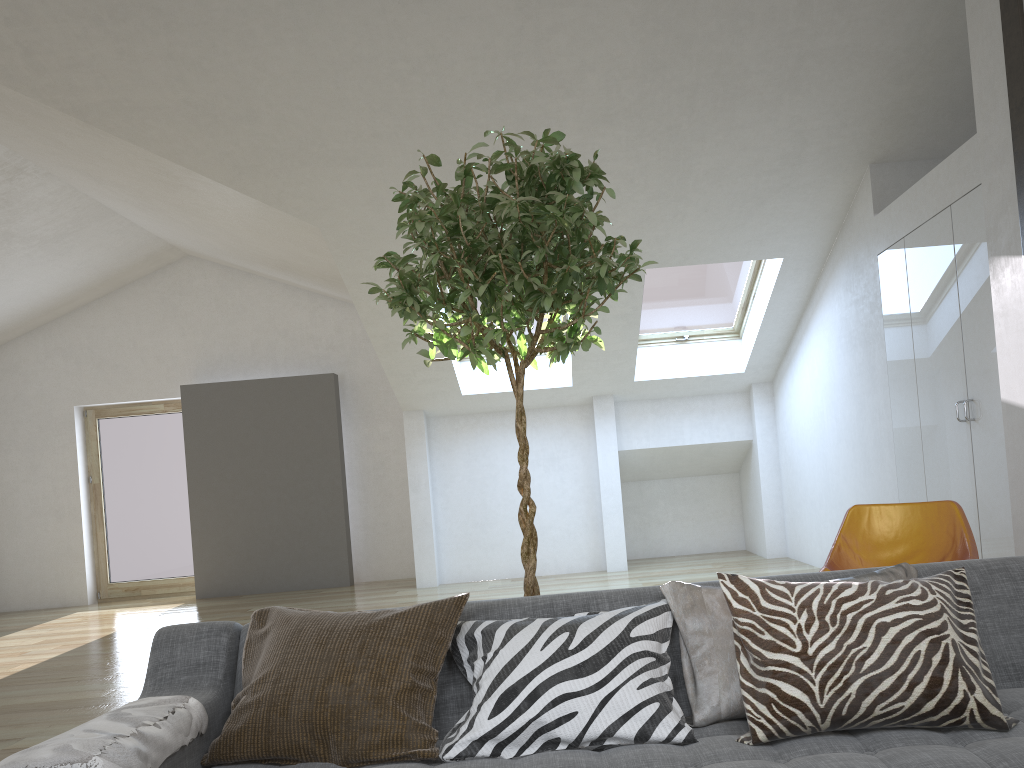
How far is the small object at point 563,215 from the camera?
2.4m

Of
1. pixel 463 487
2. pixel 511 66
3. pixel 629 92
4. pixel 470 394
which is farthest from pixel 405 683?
pixel 463 487

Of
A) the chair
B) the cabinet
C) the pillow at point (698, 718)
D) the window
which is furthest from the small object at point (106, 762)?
the window

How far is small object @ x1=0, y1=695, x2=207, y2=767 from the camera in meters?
1.6

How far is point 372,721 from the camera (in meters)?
1.91

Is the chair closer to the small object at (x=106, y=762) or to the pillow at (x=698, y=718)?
the pillow at (x=698, y=718)

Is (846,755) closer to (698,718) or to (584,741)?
(698,718)

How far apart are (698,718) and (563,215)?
1.33m

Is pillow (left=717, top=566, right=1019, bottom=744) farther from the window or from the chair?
the window

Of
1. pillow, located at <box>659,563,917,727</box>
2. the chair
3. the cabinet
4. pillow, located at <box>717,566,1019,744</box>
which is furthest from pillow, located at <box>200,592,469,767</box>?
the cabinet
